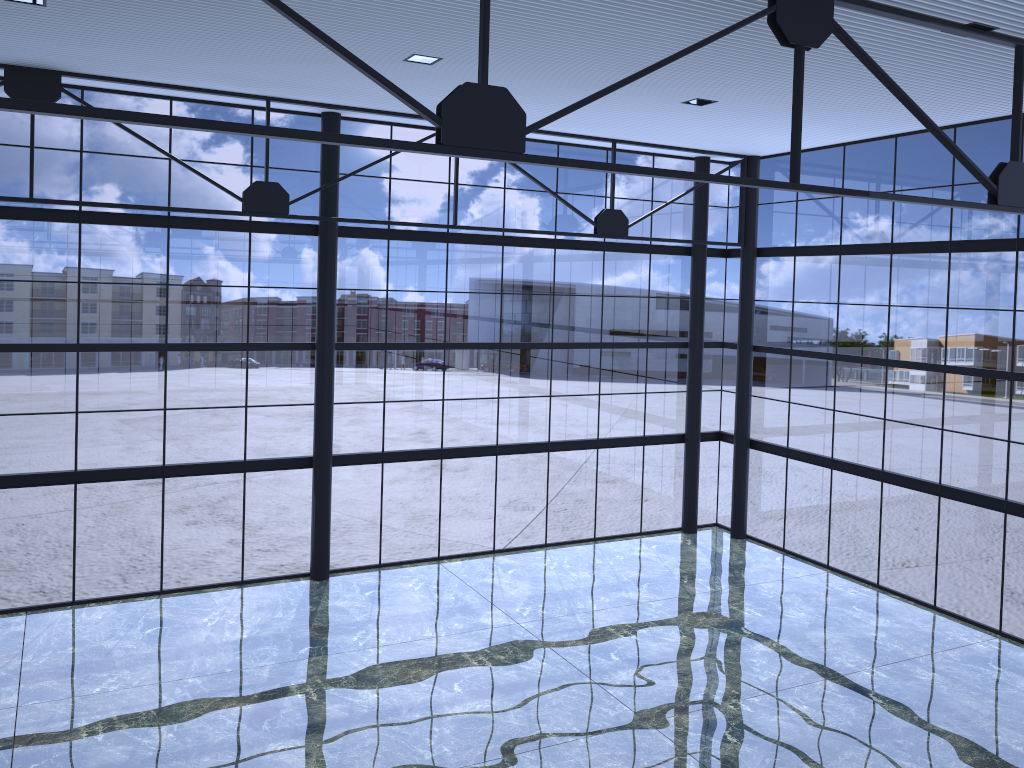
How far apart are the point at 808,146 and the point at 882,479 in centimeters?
948cm
